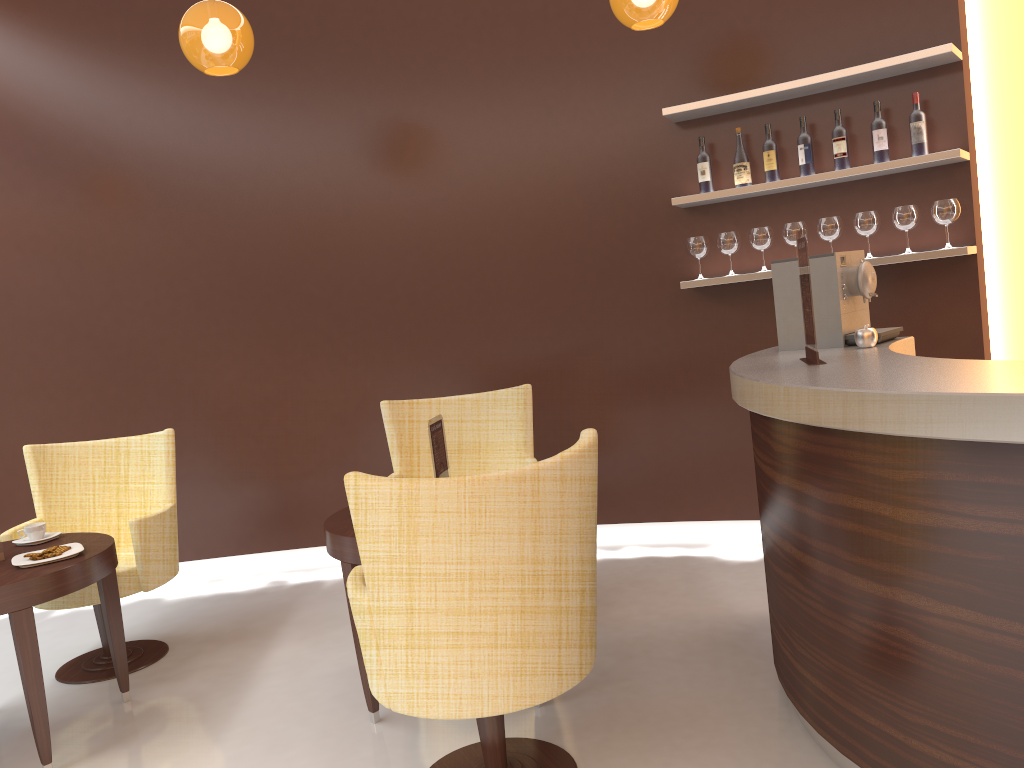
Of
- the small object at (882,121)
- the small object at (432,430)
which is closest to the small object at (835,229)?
the small object at (882,121)

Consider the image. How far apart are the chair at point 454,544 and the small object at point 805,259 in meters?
0.8

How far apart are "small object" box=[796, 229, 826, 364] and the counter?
0.0 meters

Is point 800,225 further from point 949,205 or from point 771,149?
point 949,205

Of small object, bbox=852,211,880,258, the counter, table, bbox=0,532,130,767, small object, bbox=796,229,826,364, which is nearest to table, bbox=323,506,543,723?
table, bbox=0,532,130,767

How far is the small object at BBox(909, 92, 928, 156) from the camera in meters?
4.0 m

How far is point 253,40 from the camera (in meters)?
3.69

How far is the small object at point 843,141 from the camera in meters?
4.2 m

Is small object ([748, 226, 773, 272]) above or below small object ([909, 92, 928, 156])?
below

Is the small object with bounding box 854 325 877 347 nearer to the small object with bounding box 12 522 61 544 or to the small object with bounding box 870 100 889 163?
the small object with bounding box 870 100 889 163
